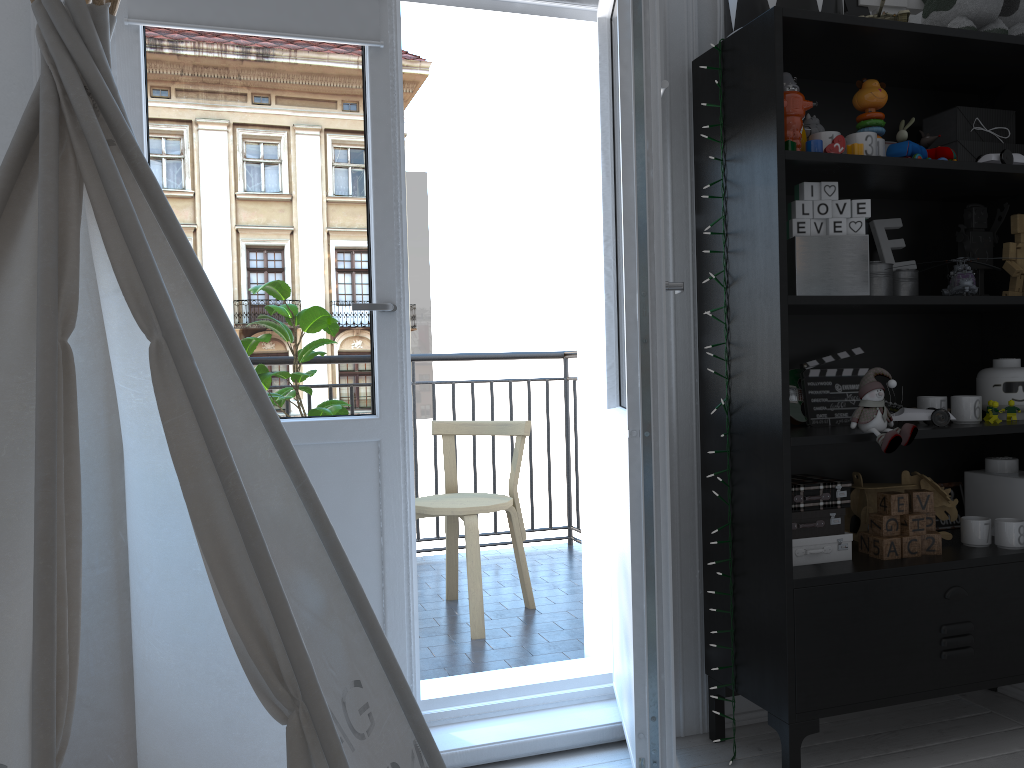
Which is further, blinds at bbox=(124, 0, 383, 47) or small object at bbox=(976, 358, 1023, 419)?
small object at bbox=(976, 358, 1023, 419)

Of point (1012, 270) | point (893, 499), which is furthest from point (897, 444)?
point (1012, 270)

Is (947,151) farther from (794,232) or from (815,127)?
(794,232)

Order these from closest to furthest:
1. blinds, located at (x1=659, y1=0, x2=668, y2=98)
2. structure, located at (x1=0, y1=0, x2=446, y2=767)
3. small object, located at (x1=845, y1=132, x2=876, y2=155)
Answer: structure, located at (x1=0, y1=0, x2=446, y2=767)
blinds, located at (x1=659, y1=0, x2=668, y2=98)
small object, located at (x1=845, y1=132, x2=876, y2=155)

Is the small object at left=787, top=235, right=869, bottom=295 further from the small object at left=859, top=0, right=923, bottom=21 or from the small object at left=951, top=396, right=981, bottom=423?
the small object at left=859, top=0, right=923, bottom=21

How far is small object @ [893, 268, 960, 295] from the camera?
2.3 meters

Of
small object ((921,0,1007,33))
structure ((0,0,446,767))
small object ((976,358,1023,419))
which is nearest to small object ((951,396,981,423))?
small object ((976,358,1023,419))

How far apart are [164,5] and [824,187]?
1.5m

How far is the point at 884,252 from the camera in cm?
231

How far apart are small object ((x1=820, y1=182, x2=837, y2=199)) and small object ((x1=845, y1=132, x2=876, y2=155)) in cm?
12
